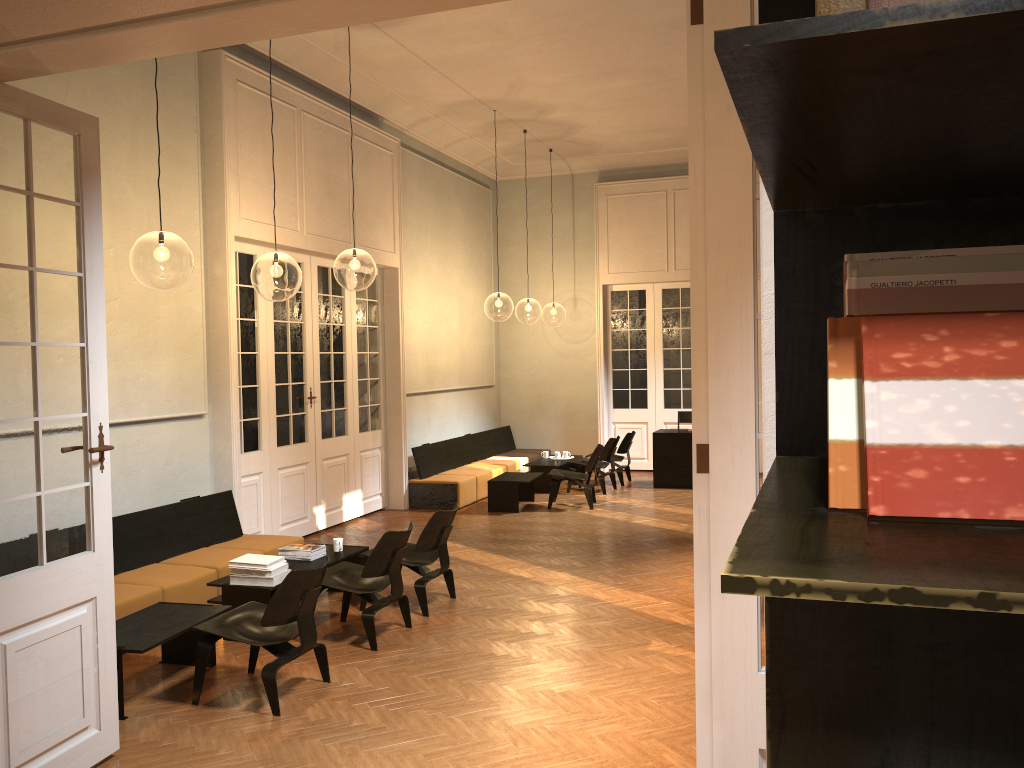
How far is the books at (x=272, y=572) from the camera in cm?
628

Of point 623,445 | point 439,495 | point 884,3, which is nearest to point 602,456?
point 623,445

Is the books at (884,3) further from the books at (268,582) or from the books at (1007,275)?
the books at (268,582)

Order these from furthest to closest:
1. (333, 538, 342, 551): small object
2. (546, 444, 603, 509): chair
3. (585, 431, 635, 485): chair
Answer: (585, 431, 635, 485): chair → (546, 444, 603, 509): chair → (333, 538, 342, 551): small object

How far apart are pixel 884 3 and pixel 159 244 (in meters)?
8.88

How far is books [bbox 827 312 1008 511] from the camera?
0.6 meters

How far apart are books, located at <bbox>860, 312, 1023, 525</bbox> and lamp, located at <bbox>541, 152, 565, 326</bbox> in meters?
28.7 m

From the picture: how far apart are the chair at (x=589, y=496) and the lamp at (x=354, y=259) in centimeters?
428cm

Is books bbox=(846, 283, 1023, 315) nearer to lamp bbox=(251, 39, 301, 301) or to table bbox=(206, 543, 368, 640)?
table bbox=(206, 543, 368, 640)

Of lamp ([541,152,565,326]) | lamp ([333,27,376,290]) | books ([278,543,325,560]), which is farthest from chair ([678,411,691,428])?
lamp ([541,152,565,326])
